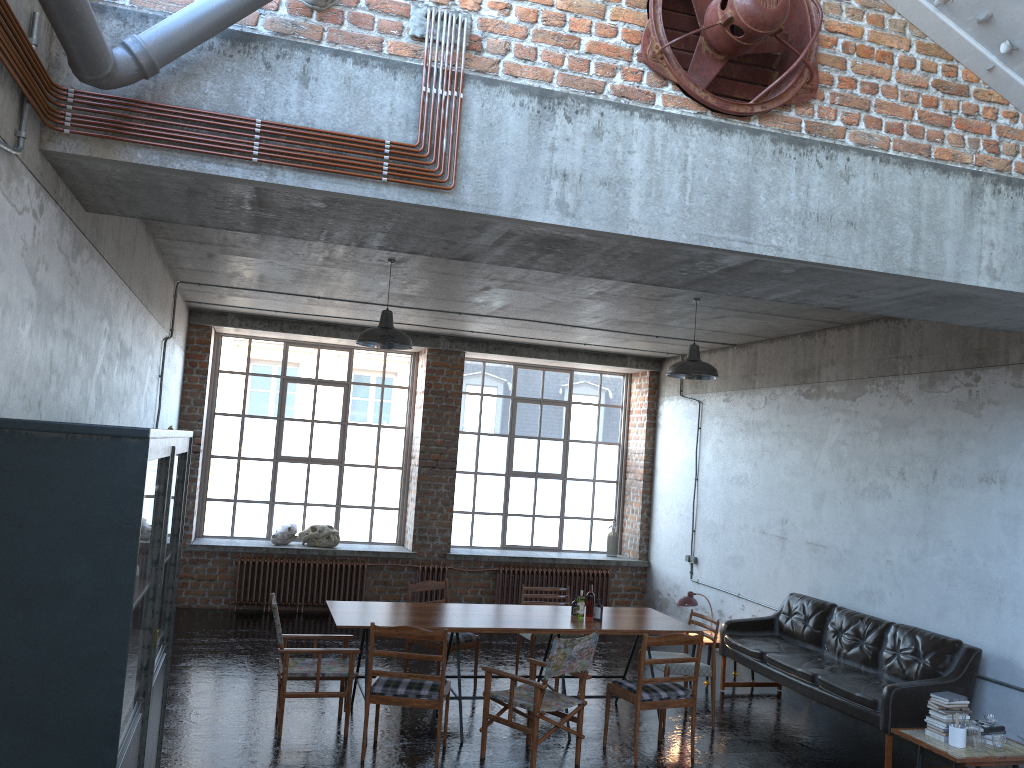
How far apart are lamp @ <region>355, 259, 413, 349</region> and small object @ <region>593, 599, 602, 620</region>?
2.8m

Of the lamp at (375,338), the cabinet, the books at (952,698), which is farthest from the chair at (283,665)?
the books at (952,698)

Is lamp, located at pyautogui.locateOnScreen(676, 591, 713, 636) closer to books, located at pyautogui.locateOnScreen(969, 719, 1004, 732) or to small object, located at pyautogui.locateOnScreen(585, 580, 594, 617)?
small object, located at pyautogui.locateOnScreen(585, 580, 594, 617)

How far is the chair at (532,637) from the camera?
8.7m

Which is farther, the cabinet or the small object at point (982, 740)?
the small object at point (982, 740)

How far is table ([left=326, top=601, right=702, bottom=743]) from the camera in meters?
7.1 m

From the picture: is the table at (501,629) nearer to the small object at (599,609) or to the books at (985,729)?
the small object at (599,609)

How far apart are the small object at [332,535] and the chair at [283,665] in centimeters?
473cm

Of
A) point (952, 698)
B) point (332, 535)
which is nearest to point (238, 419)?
point (332, 535)

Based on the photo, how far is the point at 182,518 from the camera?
5.5 meters
